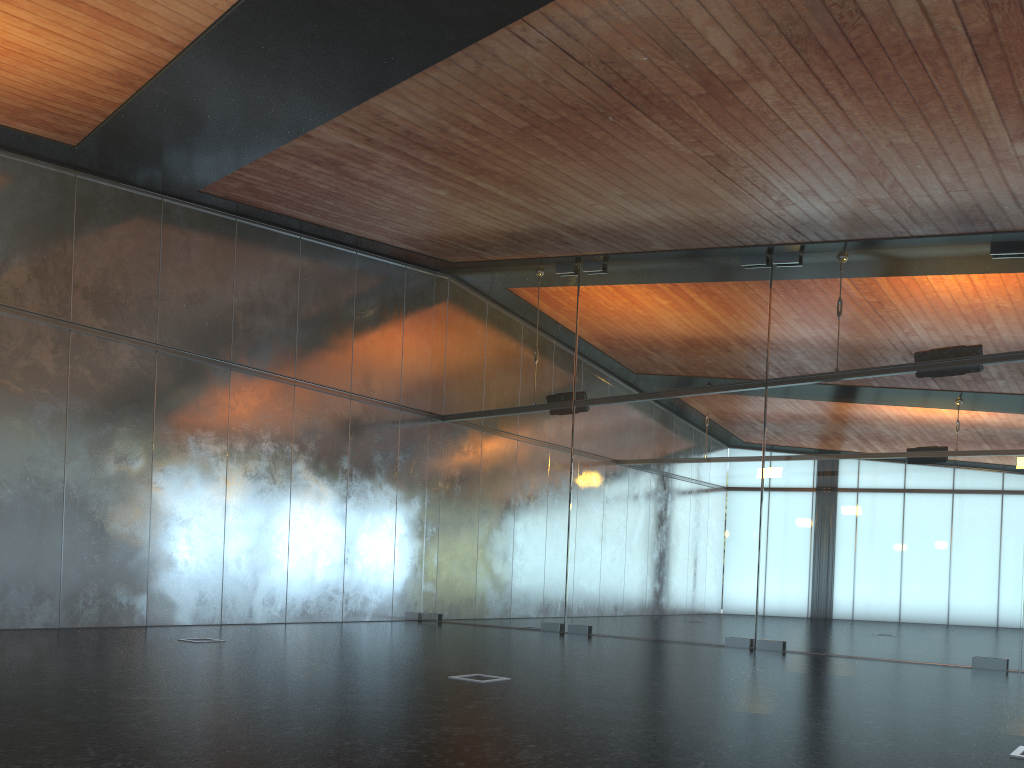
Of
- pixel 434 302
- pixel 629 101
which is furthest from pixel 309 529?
pixel 629 101

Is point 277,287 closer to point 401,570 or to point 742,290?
point 401,570
